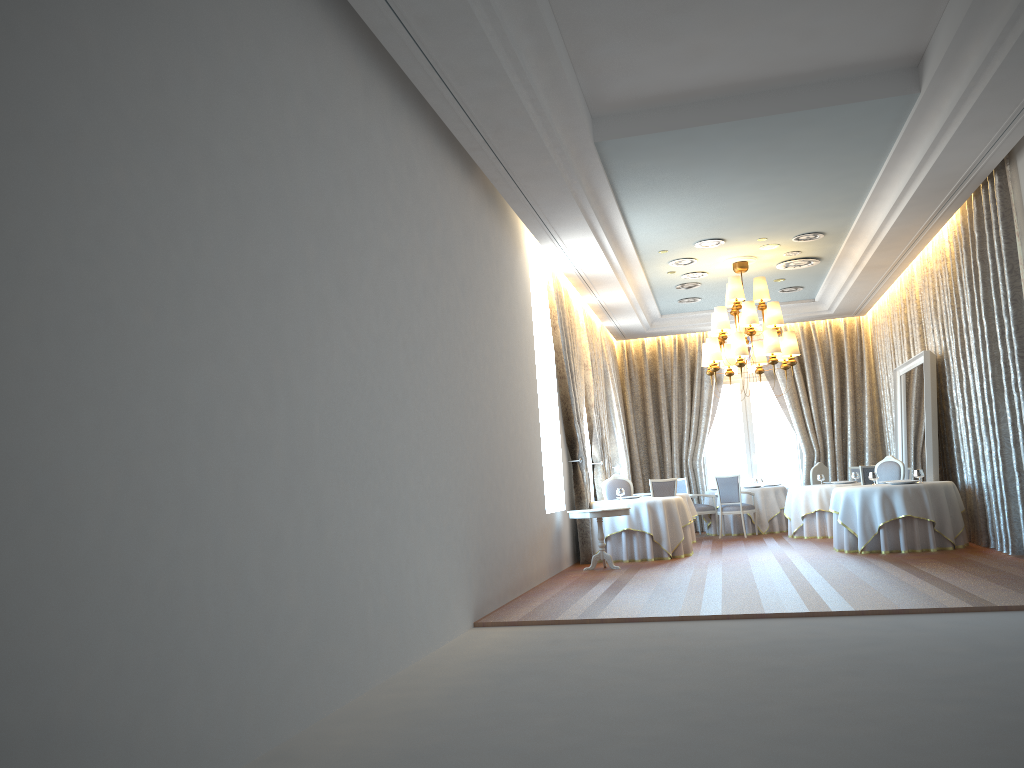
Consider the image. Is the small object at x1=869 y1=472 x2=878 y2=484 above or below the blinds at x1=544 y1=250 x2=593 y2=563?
below

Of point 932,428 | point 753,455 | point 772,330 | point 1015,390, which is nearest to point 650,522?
point 772,330

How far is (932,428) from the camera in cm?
1208

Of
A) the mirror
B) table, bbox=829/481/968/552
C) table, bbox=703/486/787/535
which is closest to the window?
table, bbox=703/486/787/535

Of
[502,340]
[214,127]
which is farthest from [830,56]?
[214,127]

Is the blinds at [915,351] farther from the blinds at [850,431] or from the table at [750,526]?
the table at [750,526]

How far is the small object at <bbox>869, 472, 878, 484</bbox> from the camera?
12.04m

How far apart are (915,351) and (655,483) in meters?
4.5 m

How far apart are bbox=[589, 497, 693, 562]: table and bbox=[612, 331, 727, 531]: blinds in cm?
535

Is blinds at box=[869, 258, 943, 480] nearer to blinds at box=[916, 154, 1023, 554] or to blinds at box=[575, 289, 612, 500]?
blinds at box=[916, 154, 1023, 554]
